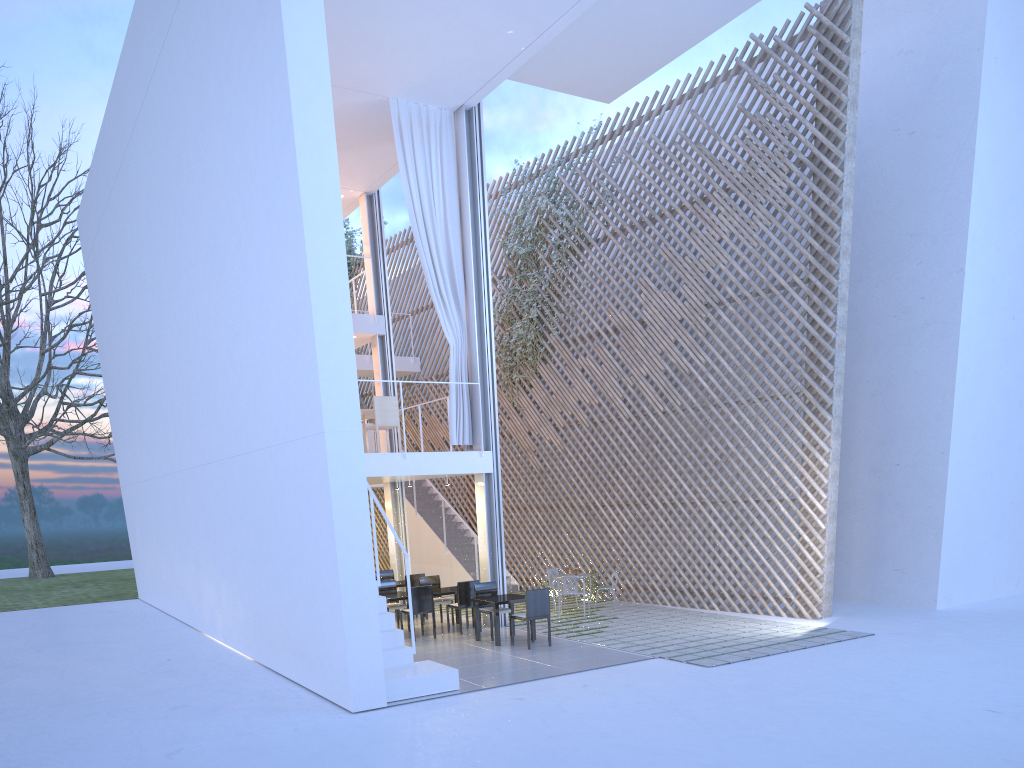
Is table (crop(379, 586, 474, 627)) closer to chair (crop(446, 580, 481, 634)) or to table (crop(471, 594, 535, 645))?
chair (crop(446, 580, 481, 634))

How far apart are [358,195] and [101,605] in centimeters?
560cm

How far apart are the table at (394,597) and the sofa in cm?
174

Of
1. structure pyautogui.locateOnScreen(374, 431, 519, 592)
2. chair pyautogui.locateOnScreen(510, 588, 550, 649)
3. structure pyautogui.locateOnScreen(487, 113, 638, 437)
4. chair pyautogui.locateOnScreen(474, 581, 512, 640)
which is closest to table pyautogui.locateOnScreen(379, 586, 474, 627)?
chair pyautogui.locateOnScreen(474, 581, 512, 640)

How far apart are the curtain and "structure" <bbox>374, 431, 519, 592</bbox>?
2.3m

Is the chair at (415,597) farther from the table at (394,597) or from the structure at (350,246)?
the structure at (350,246)

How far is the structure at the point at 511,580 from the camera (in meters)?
9.23

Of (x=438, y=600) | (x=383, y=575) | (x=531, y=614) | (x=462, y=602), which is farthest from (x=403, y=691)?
(x=383, y=575)

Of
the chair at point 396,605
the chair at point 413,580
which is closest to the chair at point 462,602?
the chair at point 396,605

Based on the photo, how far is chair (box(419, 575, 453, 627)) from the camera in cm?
677
